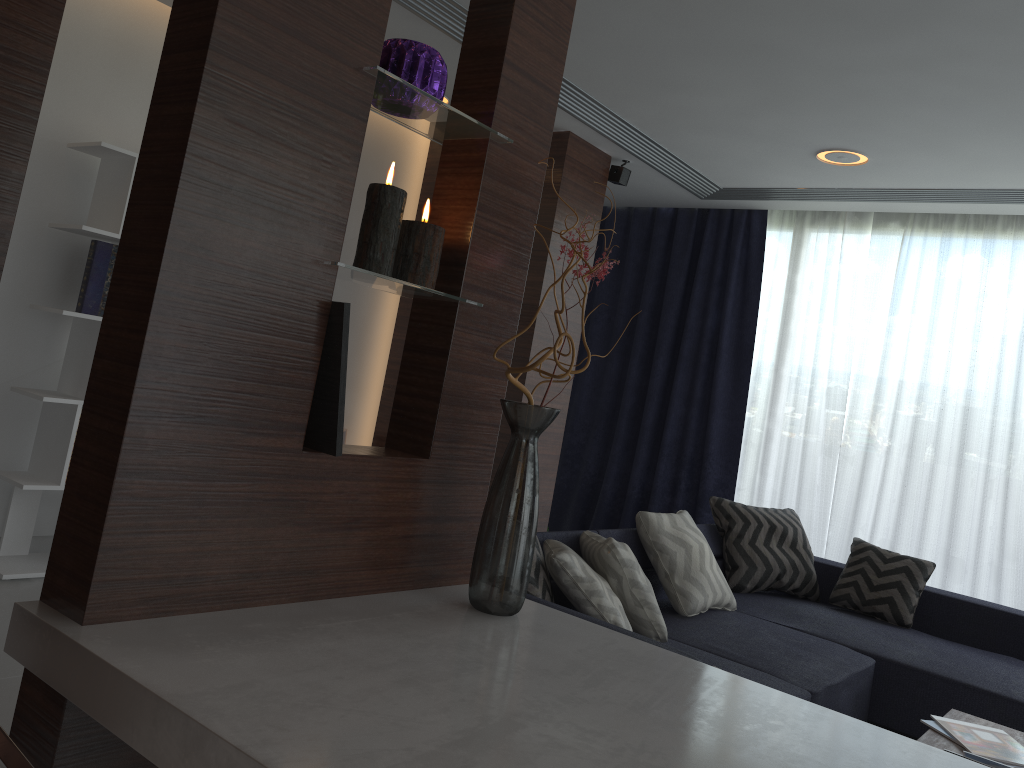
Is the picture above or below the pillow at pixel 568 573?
above

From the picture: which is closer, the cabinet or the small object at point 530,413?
the cabinet

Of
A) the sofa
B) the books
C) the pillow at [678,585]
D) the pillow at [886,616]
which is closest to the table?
the books

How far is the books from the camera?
2.5 meters

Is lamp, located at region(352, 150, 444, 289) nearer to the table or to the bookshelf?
the table

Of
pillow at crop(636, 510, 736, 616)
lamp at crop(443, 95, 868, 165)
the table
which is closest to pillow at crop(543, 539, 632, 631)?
pillow at crop(636, 510, 736, 616)

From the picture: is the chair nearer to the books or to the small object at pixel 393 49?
the small object at pixel 393 49

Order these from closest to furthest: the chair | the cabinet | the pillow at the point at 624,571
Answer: the chair < the cabinet < the pillow at the point at 624,571

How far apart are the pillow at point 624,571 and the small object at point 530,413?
0.31m

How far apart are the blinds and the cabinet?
4.2m
